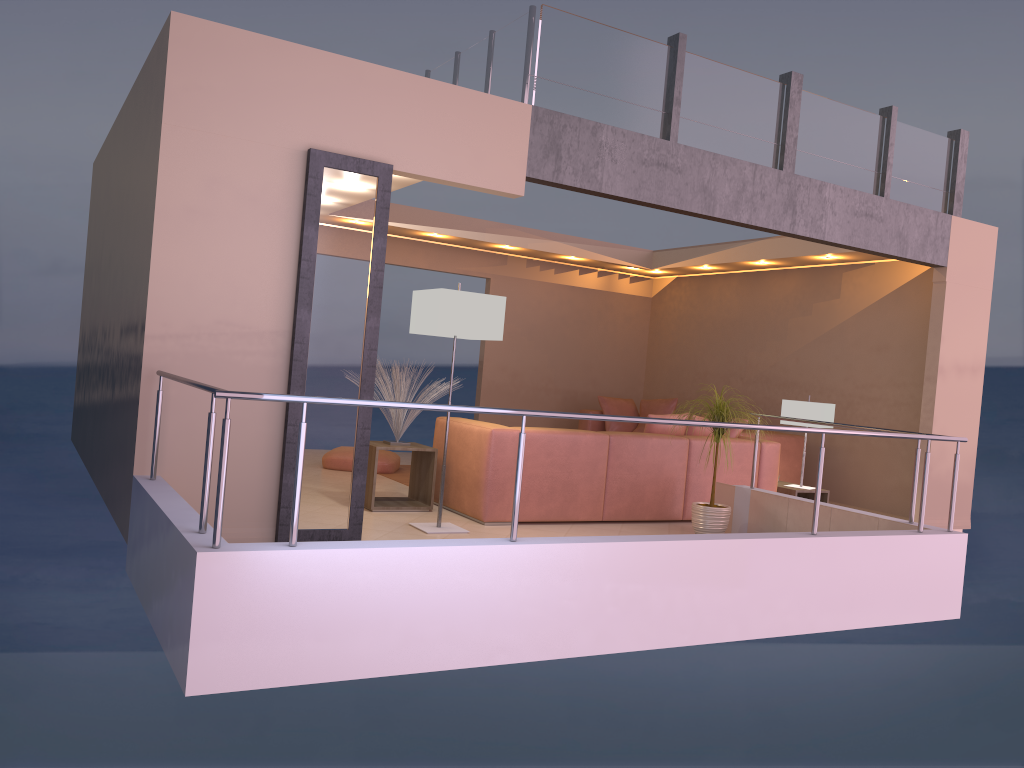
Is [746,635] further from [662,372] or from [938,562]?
[662,372]

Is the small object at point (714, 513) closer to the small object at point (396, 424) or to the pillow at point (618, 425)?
the small object at point (396, 424)

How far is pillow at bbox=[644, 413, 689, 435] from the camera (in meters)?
6.89

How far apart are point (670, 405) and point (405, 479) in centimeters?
369cm

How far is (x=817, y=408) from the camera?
7.4 meters

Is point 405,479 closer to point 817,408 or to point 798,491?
point 798,491

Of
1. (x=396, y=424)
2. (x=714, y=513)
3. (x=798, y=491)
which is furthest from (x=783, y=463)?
(x=396, y=424)

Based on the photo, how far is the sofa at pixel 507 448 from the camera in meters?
6.0

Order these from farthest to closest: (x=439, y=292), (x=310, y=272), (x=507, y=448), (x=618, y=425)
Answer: (x=618, y=425), (x=507, y=448), (x=439, y=292), (x=310, y=272)

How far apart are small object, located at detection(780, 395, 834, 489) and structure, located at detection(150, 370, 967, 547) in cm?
189
